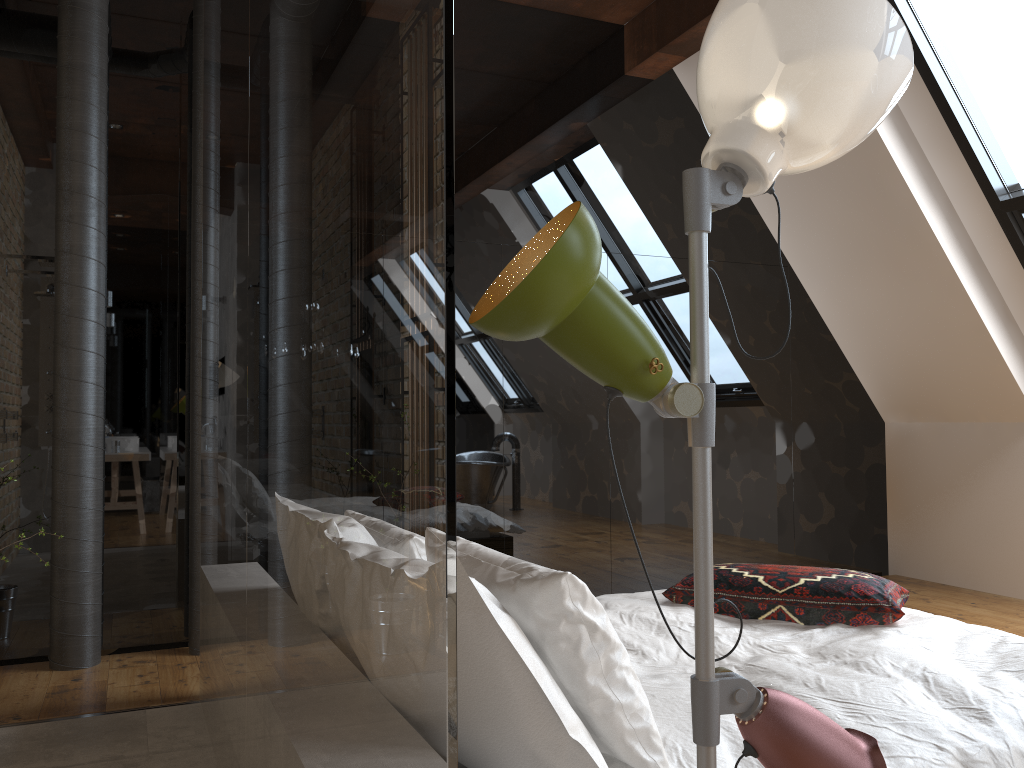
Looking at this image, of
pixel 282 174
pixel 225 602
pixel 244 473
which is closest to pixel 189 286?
pixel 225 602

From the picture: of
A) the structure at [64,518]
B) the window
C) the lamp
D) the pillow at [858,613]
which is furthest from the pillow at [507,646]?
the window

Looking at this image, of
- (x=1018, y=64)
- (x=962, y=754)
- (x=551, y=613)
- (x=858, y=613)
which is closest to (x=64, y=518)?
(x=551, y=613)

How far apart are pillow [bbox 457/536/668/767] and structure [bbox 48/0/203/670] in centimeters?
231cm

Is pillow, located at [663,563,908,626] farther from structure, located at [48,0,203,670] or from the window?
the window

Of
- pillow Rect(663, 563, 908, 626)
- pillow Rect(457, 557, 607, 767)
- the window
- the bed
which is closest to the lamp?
pillow Rect(457, 557, 607, 767)

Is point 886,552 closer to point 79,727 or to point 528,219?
point 528,219

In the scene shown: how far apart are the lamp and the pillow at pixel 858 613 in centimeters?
173cm

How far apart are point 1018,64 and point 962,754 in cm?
347

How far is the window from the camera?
4.1m
